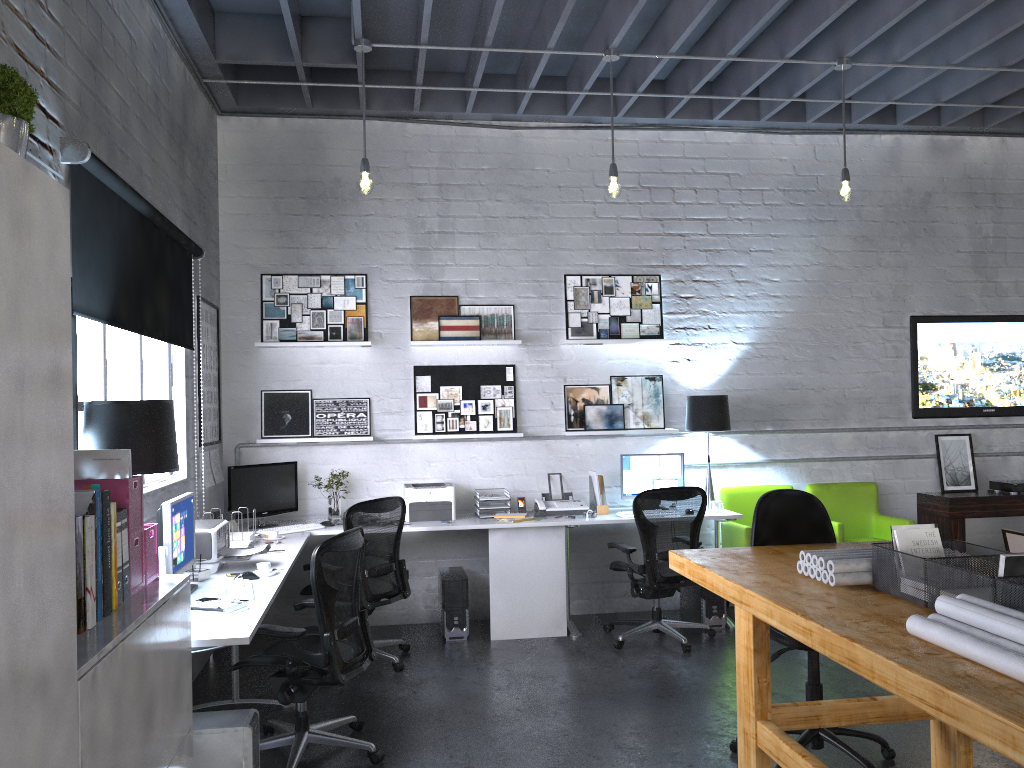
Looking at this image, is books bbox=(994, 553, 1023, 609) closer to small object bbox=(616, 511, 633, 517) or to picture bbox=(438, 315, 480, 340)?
small object bbox=(616, 511, 633, 517)

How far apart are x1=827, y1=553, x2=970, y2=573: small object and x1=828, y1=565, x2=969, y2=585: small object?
0.0m

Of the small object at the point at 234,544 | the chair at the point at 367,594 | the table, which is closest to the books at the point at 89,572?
the small object at the point at 234,544

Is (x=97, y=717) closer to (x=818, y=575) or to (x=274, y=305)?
(x=818, y=575)

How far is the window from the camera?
3.7 meters

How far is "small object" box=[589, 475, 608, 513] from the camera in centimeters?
631cm

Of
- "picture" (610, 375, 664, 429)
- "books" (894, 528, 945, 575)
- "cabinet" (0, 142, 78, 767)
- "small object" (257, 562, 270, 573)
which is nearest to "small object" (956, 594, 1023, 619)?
"books" (894, 528, 945, 575)

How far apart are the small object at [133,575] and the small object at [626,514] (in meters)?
3.84

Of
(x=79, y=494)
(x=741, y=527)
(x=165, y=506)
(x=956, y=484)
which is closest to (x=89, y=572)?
(x=79, y=494)

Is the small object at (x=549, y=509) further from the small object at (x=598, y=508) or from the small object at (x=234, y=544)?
the small object at (x=234, y=544)
